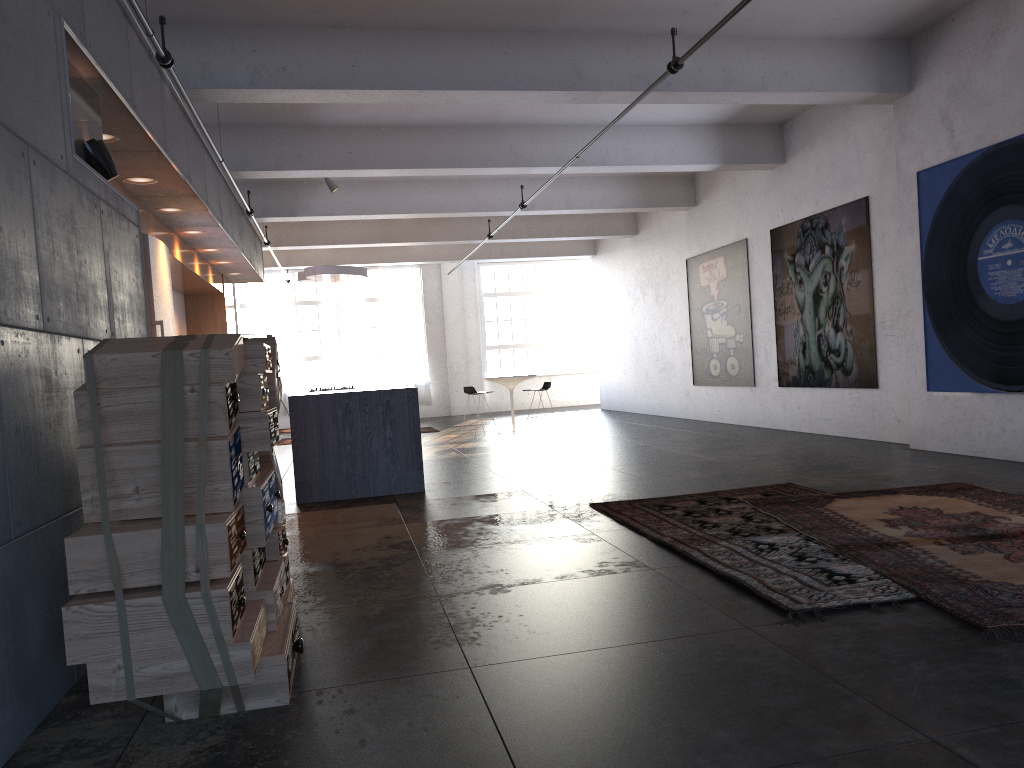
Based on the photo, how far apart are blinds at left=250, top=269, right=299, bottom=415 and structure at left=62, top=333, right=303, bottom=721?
17.17m

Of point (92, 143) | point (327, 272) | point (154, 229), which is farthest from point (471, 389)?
point (92, 143)

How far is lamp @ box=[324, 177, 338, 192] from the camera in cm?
1231

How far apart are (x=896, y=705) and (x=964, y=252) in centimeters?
636cm

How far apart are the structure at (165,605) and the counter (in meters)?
3.67

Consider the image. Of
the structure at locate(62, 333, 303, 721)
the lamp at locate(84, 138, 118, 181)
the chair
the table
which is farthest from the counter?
the table

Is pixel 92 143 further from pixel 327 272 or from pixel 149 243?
pixel 327 272

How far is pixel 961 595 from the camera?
3.5 meters

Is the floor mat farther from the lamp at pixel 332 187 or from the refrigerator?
the lamp at pixel 332 187

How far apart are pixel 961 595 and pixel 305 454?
5.73m
